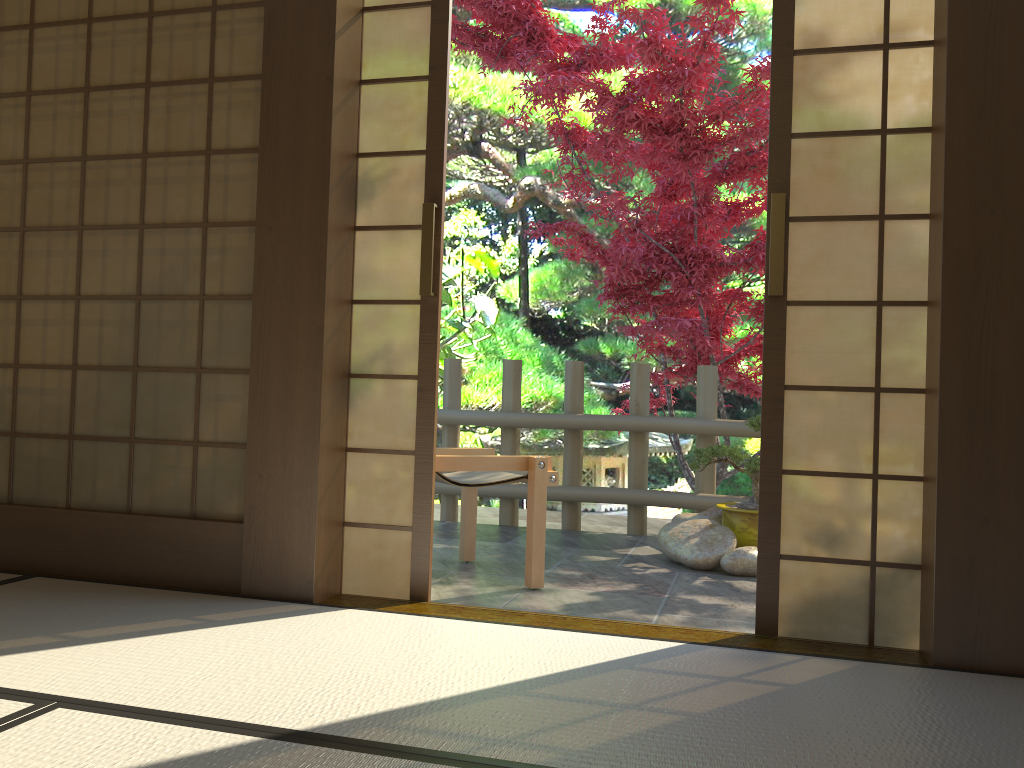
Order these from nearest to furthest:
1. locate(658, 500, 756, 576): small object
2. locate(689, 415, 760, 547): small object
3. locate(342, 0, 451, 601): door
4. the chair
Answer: locate(342, 0, 451, 601): door, the chair, locate(658, 500, 756, 576): small object, locate(689, 415, 760, 547): small object

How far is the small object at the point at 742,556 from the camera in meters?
4.0

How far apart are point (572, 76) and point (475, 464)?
2.6m

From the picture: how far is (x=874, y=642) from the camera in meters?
2.5

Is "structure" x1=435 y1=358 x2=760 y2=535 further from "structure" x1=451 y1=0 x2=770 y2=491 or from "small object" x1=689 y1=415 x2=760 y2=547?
"small object" x1=689 y1=415 x2=760 y2=547

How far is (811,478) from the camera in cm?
260

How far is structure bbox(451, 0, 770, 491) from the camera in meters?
5.1 m

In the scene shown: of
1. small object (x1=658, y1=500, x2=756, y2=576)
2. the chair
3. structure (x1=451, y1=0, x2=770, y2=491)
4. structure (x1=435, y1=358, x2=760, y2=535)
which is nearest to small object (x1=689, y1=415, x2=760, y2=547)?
small object (x1=658, y1=500, x2=756, y2=576)

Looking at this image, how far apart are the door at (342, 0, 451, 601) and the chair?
0.52m

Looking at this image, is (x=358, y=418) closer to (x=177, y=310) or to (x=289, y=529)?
(x=289, y=529)
